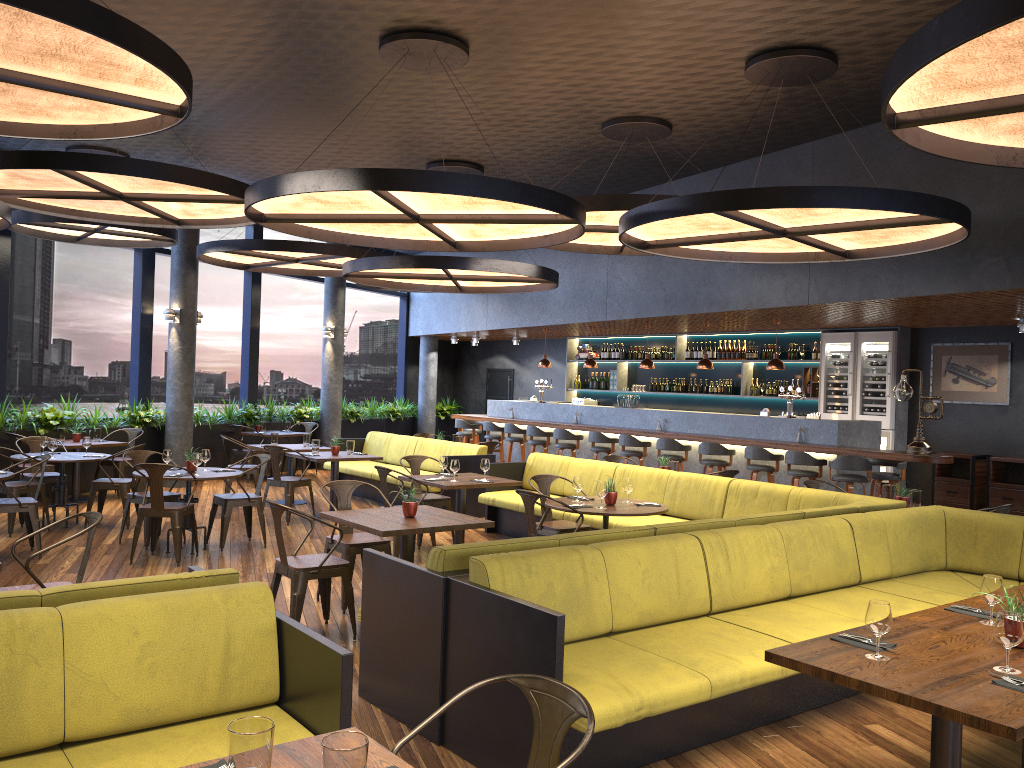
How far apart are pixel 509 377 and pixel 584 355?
2.8 meters

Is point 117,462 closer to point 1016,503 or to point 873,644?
point 873,644

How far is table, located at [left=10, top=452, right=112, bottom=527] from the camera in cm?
946

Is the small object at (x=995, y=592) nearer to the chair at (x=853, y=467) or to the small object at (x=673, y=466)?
the small object at (x=673, y=466)

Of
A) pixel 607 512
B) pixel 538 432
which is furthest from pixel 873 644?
pixel 538 432

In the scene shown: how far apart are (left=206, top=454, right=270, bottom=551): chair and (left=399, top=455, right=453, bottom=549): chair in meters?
1.4 m

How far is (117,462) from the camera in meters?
11.9

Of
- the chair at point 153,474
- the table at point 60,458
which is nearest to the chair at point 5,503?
the chair at point 153,474

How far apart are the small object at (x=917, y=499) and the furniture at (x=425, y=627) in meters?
0.6

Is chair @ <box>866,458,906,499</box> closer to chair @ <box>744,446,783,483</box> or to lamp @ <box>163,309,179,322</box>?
chair @ <box>744,446,783,483</box>
